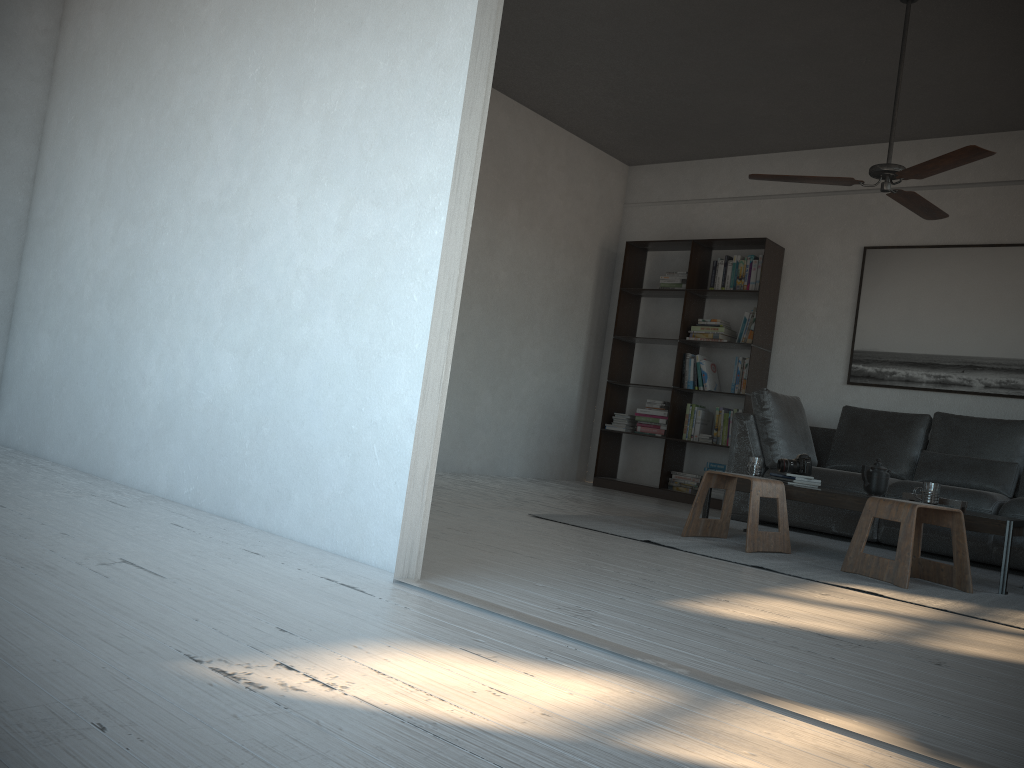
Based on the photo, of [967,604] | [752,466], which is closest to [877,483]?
[752,466]

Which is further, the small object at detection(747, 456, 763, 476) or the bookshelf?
the bookshelf

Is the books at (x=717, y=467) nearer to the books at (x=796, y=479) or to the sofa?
the sofa

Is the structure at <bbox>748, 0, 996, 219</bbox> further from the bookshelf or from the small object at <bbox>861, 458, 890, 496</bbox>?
the bookshelf

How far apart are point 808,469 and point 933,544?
1.0m

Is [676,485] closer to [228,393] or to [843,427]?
[843,427]

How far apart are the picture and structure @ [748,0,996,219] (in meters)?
1.53

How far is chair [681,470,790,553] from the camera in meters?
4.1

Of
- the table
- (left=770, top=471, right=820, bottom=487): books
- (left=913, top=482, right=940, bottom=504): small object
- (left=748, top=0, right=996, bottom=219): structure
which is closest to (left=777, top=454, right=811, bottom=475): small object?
(left=770, top=471, right=820, bottom=487): books

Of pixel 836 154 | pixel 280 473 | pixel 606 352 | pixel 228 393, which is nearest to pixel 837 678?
pixel 280 473
